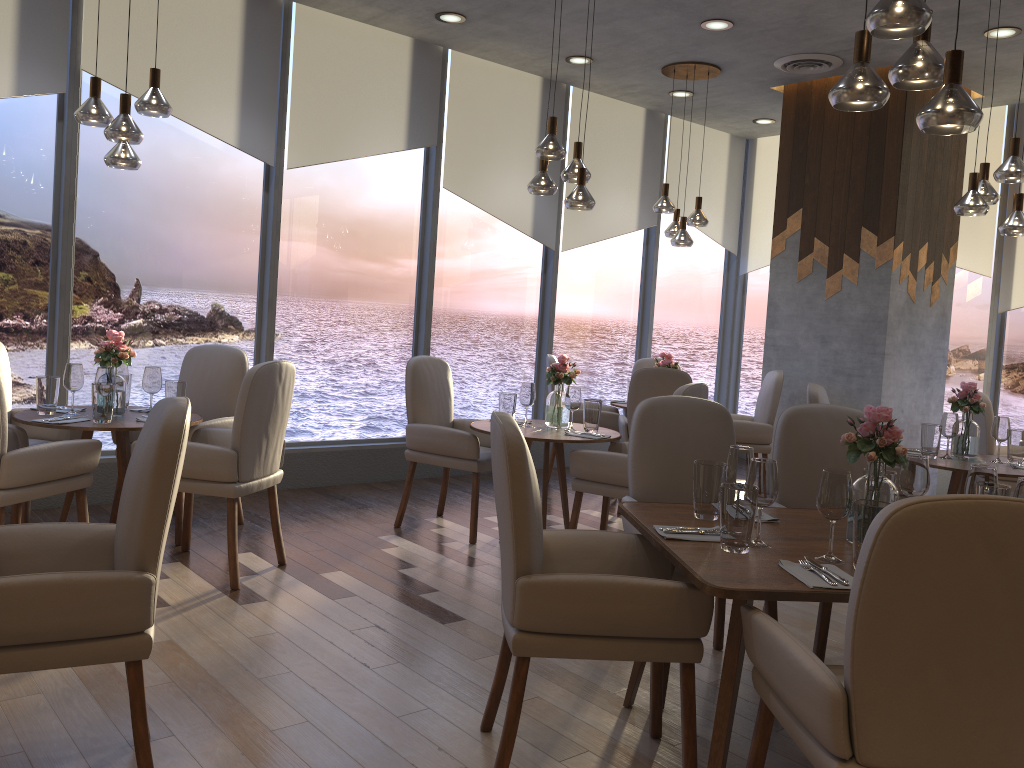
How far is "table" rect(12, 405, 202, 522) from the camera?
3.9m

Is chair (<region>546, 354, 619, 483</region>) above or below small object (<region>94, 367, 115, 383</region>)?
below

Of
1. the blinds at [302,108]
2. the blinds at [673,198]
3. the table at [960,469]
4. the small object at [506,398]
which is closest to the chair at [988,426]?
the table at [960,469]

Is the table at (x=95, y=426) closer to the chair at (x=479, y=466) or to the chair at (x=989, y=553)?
the chair at (x=479, y=466)

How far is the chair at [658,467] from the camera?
3.4m

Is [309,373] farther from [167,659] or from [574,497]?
[167,659]

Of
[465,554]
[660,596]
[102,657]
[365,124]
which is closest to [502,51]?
[365,124]

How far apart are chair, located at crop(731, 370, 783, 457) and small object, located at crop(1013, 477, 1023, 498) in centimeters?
395cm

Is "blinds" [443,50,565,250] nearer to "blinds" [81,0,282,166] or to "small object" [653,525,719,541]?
"blinds" [81,0,282,166]

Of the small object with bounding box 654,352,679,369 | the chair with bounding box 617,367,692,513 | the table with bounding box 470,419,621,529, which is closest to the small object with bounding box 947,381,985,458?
the chair with bounding box 617,367,692,513
